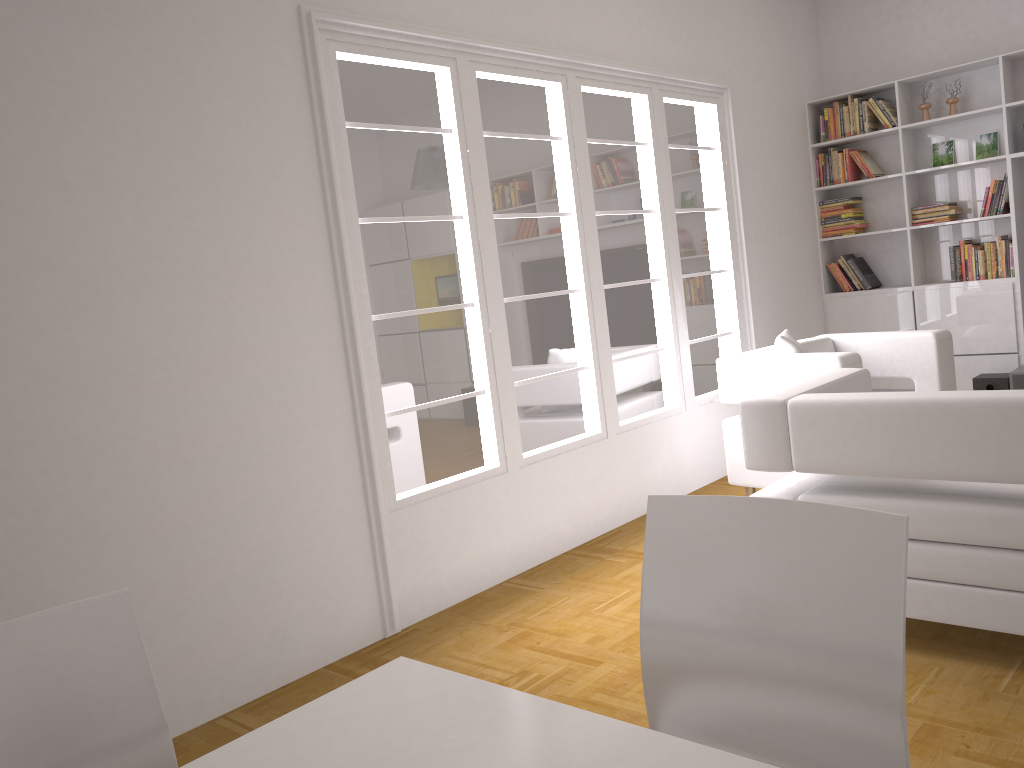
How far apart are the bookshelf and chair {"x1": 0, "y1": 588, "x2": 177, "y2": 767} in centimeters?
608cm

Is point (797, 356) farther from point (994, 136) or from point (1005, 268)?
point (994, 136)

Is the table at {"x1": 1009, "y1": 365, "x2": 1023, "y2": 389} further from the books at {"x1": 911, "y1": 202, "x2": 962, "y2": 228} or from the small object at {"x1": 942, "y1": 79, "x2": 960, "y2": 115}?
the small object at {"x1": 942, "y1": 79, "x2": 960, "y2": 115}

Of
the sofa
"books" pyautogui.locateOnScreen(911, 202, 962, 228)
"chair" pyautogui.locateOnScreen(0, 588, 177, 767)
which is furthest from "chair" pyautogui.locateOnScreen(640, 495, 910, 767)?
"books" pyautogui.locateOnScreen(911, 202, 962, 228)

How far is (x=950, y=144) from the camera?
6.32m

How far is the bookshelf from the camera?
6.0m

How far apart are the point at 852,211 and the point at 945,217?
0.7m

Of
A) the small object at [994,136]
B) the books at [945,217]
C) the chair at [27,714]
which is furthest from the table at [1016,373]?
the chair at [27,714]

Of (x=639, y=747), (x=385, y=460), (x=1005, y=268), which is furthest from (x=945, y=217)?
(x=639, y=747)

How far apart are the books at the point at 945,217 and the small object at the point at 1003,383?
1.2 meters
